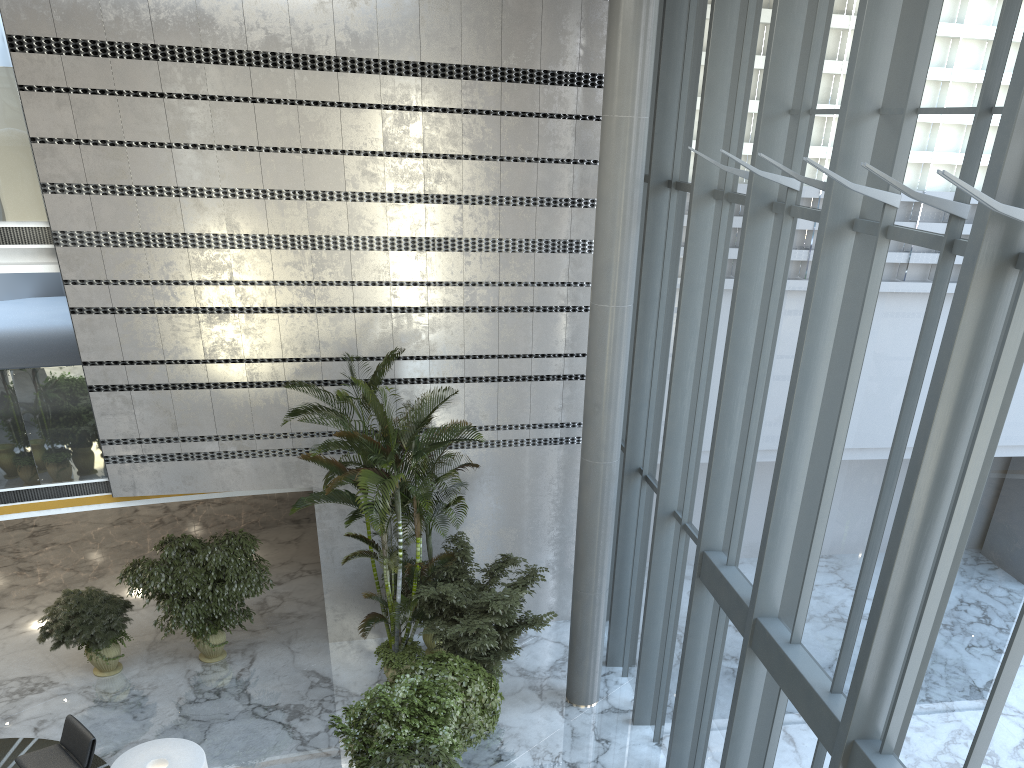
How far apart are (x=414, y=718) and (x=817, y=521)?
4.3 meters

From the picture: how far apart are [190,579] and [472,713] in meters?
4.4

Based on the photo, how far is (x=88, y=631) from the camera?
10.7 meters

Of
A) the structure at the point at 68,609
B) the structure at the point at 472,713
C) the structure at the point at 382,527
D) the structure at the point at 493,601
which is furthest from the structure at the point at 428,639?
the structure at the point at 68,609

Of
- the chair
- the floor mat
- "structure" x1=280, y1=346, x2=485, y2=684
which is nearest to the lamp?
the chair

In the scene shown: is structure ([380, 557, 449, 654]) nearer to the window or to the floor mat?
the window

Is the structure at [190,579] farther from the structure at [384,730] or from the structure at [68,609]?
the structure at [384,730]

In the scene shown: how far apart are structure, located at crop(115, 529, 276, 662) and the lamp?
3.3 meters

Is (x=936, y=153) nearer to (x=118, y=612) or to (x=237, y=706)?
(x=237, y=706)

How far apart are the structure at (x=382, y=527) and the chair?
3.0m
